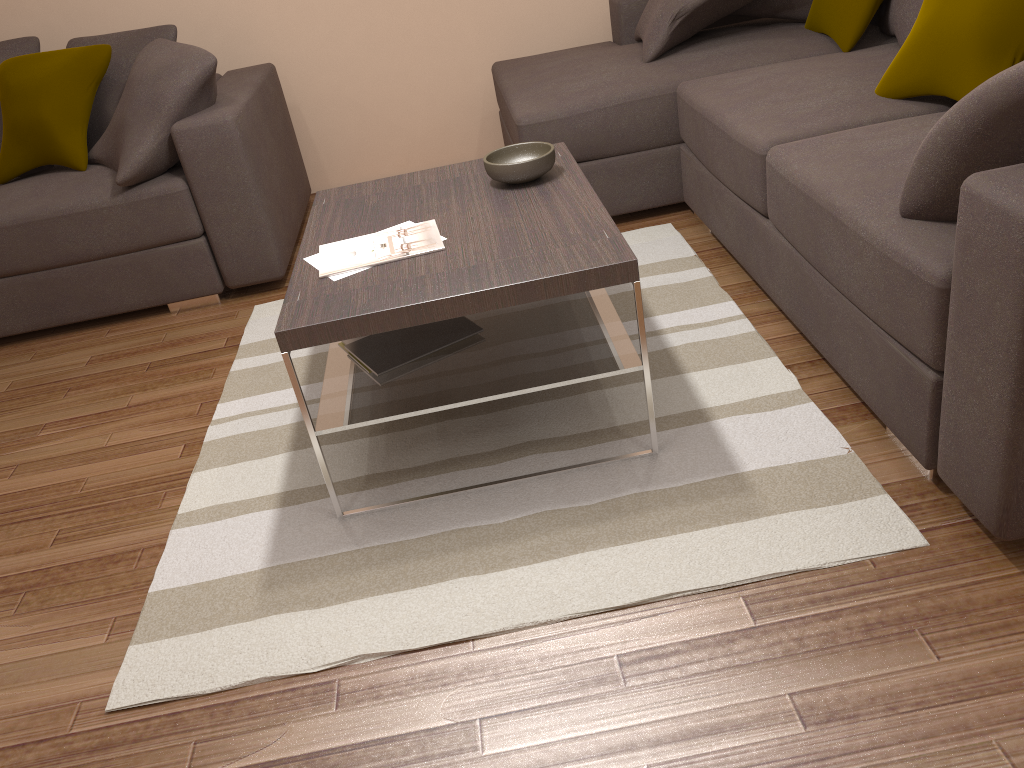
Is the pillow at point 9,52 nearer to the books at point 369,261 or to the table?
the table

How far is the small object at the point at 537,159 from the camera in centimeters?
261cm

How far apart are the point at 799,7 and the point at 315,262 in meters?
2.7

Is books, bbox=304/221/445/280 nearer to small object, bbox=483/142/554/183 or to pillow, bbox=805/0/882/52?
small object, bbox=483/142/554/183

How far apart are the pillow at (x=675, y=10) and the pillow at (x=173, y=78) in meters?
1.8

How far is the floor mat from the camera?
1.9m

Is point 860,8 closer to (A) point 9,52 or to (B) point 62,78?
(B) point 62,78

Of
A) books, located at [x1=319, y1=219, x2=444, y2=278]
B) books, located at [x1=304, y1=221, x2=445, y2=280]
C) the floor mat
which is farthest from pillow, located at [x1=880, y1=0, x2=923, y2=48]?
books, located at [x1=304, y1=221, x2=445, y2=280]

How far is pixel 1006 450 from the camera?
1.67m

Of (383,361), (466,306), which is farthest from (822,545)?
(383,361)
